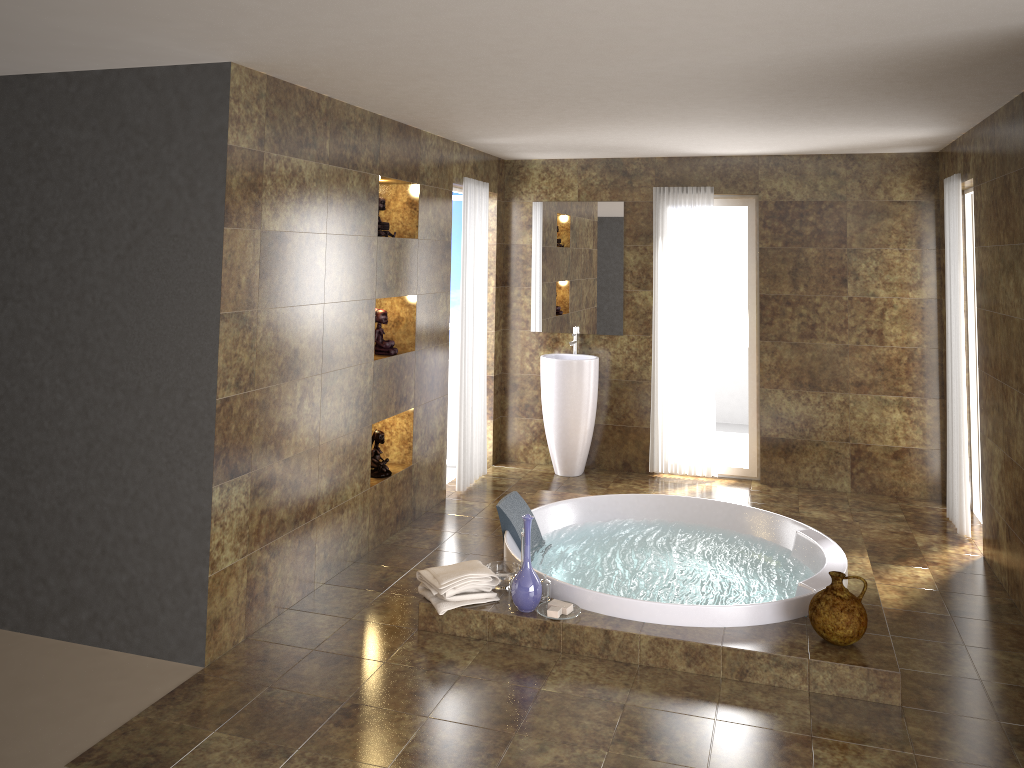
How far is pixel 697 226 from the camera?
6.7 meters

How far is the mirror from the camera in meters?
6.9 m

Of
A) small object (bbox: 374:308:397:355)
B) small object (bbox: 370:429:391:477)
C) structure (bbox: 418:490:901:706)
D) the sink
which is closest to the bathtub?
structure (bbox: 418:490:901:706)

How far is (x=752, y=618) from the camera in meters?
4.0 m

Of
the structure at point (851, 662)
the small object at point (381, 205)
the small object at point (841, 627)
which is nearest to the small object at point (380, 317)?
the small object at point (381, 205)

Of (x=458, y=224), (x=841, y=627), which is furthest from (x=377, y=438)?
(x=841, y=627)

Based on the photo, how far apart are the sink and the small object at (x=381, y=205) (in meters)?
1.99

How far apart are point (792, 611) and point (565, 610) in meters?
1.1

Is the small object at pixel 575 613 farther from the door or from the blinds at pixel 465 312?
the door

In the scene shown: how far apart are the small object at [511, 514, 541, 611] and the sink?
2.75m
